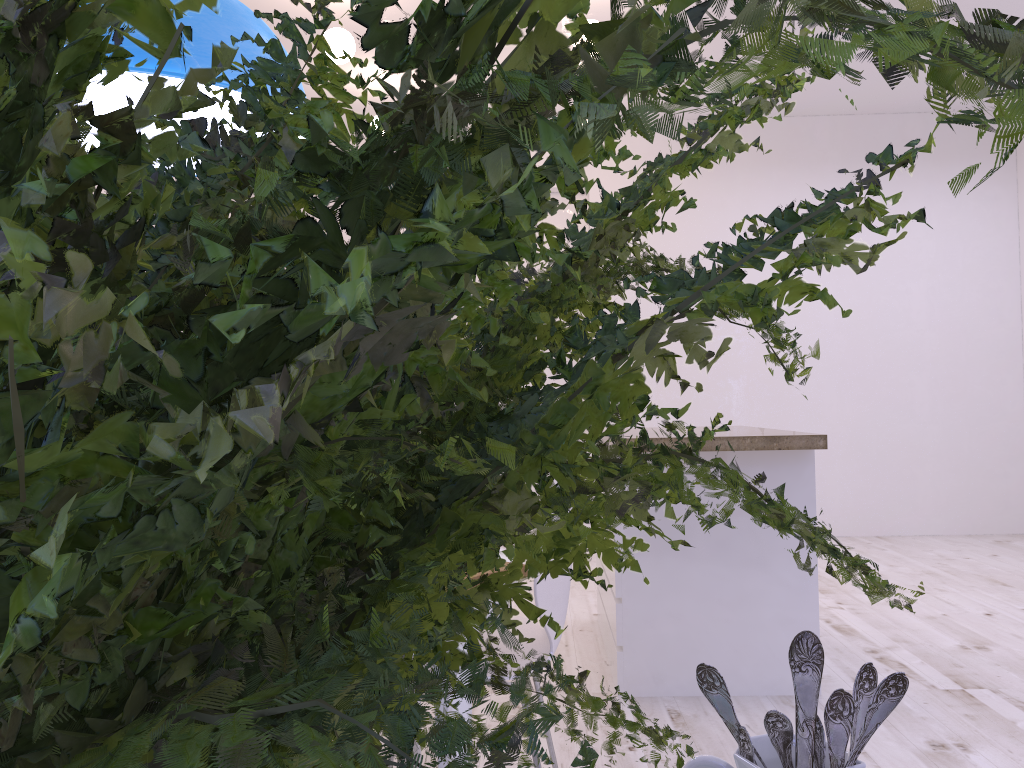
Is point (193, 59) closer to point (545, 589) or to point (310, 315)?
point (545, 589)

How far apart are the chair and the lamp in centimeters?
102cm

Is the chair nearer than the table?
No

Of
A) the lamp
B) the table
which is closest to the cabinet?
the table

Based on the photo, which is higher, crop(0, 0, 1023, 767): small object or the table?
crop(0, 0, 1023, 767): small object

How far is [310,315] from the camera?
0.1m

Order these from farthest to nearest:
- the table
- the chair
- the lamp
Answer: the chair < the table < the lamp

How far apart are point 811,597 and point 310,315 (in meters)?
3.03

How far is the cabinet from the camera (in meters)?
2.86

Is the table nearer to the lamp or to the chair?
the chair
